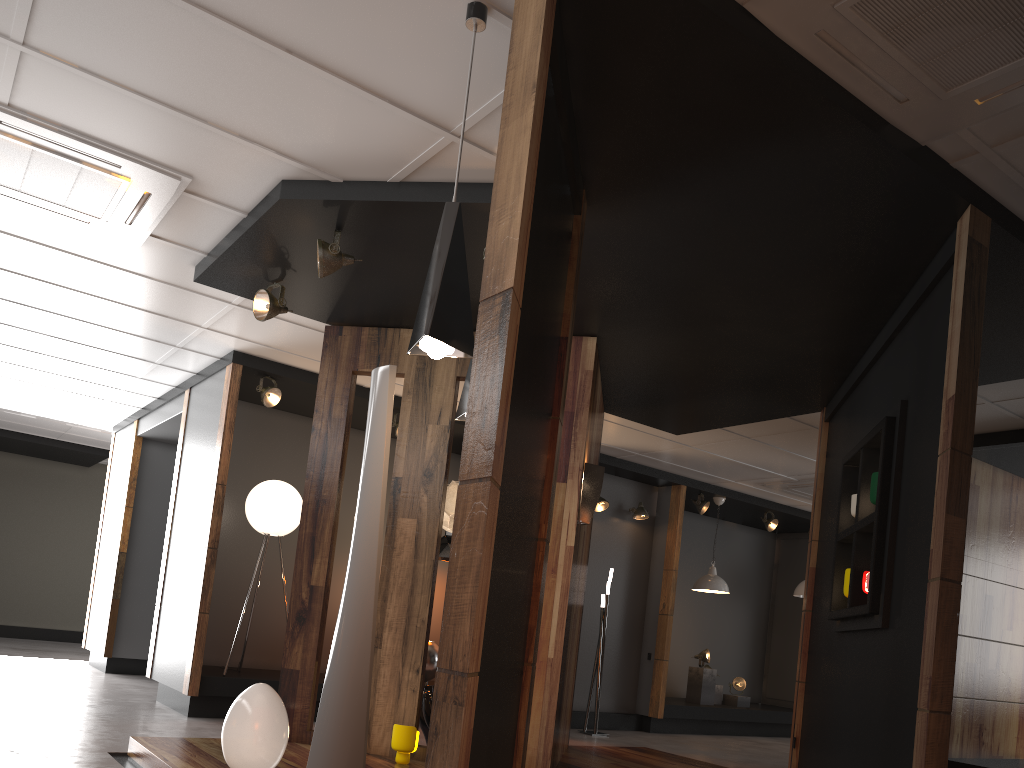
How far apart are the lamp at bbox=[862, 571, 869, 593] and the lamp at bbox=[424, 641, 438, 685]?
4.6 meters

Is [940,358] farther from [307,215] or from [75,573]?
[75,573]

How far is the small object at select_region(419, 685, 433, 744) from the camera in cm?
576

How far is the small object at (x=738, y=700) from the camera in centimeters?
1073cm

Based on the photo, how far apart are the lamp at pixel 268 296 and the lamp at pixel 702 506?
6.3m

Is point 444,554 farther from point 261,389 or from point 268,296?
point 268,296

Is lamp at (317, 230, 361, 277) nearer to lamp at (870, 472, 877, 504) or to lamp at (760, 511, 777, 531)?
lamp at (870, 472, 877, 504)

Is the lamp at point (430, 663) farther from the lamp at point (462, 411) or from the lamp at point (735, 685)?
the lamp at point (462, 411)

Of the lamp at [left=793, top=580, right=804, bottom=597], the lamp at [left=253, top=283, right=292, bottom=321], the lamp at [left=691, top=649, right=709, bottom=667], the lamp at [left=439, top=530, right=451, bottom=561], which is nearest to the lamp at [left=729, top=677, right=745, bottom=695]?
the lamp at [left=691, top=649, right=709, bottom=667]

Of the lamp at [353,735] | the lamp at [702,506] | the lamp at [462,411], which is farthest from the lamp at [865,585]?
the lamp at [702,506]
